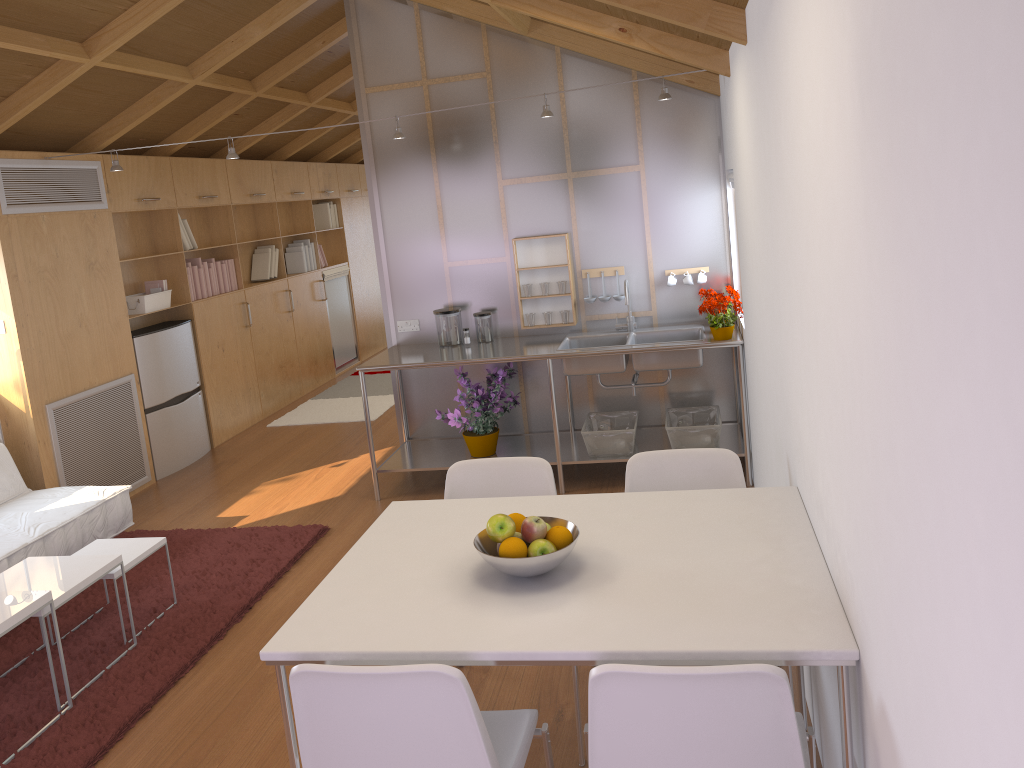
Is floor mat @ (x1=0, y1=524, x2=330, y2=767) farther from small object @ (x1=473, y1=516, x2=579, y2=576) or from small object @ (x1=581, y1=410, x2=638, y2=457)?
small object @ (x1=473, y1=516, x2=579, y2=576)

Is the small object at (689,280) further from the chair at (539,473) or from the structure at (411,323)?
the chair at (539,473)

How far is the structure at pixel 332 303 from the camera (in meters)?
9.05

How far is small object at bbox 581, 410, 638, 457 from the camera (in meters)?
4.81

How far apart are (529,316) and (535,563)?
3.3m

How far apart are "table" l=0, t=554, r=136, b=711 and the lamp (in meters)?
2.30

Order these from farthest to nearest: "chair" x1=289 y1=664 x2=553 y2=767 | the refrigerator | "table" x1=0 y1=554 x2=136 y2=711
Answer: the refrigerator
"table" x1=0 y1=554 x2=136 y2=711
"chair" x1=289 y1=664 x2=553 y2=767

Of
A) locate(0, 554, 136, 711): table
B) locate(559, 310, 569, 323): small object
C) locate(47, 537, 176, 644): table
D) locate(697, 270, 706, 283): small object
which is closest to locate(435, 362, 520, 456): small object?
locate(559, 310, 569, 323): small object

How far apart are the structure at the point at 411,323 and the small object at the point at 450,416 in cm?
63

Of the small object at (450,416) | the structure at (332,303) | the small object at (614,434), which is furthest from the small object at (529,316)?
the structure at (332,303)
